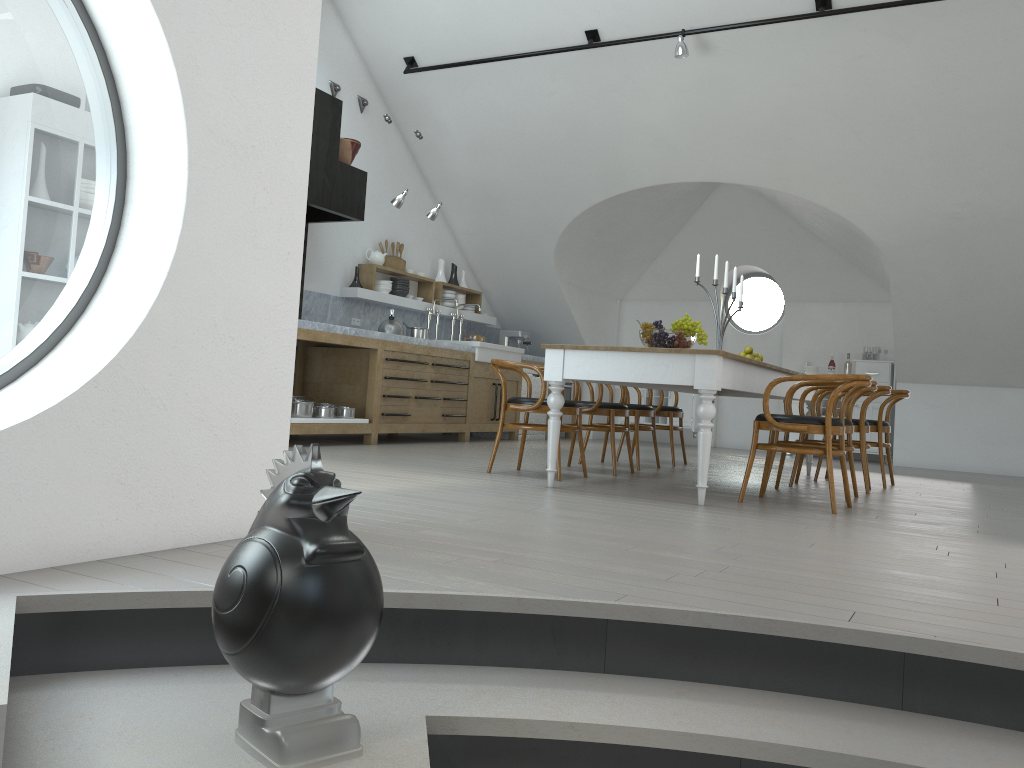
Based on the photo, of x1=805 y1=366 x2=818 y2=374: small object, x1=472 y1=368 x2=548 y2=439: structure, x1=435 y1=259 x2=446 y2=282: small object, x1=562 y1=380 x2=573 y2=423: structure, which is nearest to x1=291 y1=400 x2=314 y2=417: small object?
x1=435 y1=259 x2=446 y2=282: small object

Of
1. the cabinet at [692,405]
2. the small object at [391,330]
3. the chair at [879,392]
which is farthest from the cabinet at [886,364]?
the small object at [391,330]

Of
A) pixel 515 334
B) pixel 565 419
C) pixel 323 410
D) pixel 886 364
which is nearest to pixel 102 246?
pixel 323 410

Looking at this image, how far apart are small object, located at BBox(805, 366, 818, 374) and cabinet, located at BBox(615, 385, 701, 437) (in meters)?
1.34

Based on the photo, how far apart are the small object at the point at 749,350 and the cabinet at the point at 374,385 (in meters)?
2.85

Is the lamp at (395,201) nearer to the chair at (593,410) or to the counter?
the counter

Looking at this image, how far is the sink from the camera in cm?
901

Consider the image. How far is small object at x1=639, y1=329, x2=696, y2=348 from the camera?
5.3m

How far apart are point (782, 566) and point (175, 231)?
2.2m

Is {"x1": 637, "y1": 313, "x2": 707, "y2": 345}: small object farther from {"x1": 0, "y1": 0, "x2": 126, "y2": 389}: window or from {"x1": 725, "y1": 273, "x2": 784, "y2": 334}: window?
{"x1": 725, "y1": 273, "x2": 784, "y2": 334}: window
